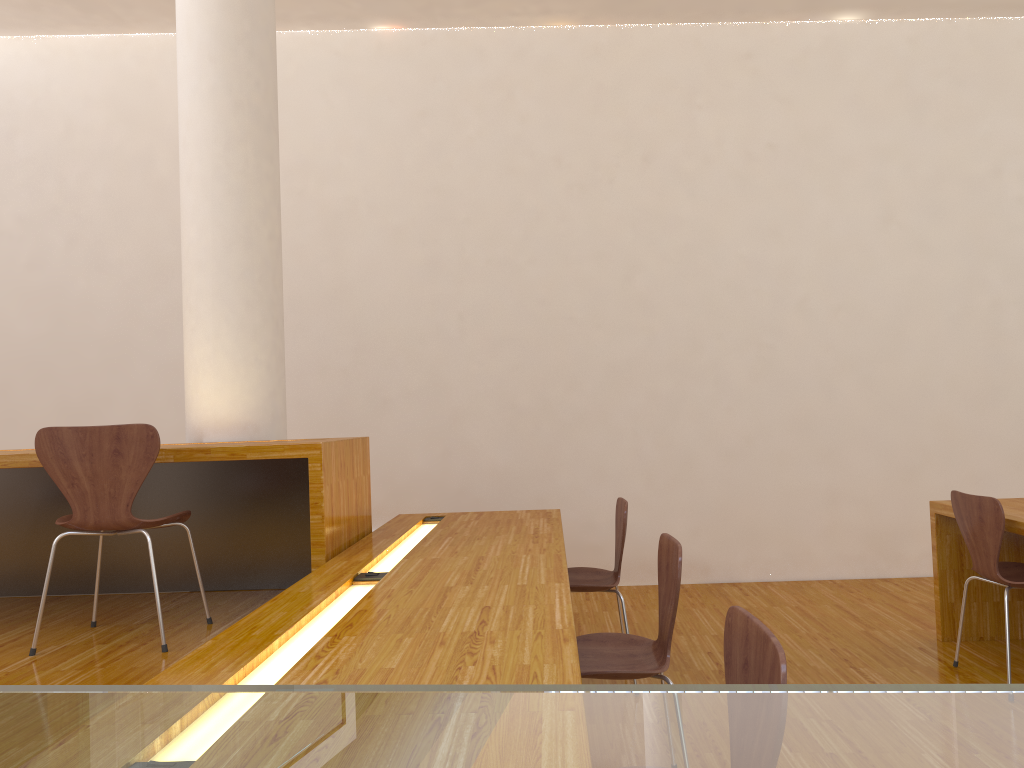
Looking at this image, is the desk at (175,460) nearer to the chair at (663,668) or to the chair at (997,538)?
the chair at (663,668)

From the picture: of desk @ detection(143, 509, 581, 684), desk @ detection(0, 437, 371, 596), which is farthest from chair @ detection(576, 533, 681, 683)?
desk @ detection(0, 437, 371, 596)

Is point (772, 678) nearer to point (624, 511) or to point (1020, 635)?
point (624, 511)

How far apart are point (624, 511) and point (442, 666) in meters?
1.8 m

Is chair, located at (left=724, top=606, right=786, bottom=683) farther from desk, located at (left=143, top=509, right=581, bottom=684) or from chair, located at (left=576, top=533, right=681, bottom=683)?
chair, located at (left=576, top=533, right=681, bottom=683)

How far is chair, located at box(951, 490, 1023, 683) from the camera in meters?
3.1

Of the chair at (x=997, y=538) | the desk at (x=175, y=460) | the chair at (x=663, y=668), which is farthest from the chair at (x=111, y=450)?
the chair at (x=997, y=538)

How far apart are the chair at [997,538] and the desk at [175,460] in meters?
2.3

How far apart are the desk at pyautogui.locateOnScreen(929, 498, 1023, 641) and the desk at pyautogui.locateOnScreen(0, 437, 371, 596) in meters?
2.4

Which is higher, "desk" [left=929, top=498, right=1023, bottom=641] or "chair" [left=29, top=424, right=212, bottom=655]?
"chair" [left=29, top=424, right=212, bottom=655]
